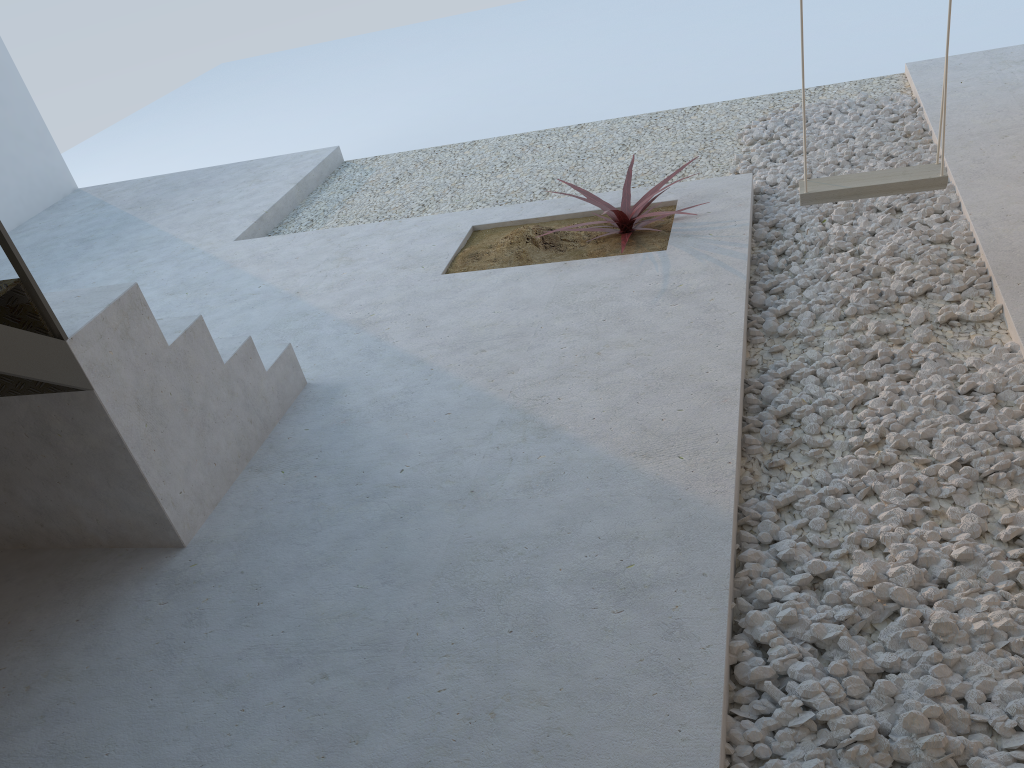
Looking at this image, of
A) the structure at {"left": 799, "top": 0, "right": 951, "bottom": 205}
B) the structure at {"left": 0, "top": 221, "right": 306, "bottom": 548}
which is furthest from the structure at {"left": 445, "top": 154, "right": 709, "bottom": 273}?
the structure at {"left": 0, "top": 221, "right": 306, "bottom": 548}

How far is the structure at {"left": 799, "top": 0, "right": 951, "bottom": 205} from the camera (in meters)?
2.98

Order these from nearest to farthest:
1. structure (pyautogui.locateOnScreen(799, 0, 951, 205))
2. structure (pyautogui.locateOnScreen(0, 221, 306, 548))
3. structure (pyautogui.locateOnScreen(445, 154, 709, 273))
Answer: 1. structure (pyautogui.locateOnScreen(0, 221, 306, 548))
2. structure (pyautogui.locateOnScreen(799, 0, 951, 205))
3. structure (pyautogui.locateOnScreen(445, 154, 709, 273))

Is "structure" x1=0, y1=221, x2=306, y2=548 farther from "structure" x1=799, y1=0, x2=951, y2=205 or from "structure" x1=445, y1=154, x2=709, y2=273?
"structure" x1=799, y1=0, x2=951, y2=205

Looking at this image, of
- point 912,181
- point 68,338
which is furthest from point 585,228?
point 68,338

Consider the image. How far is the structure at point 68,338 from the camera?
2.3m

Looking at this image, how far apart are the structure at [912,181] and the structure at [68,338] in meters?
2.0 m

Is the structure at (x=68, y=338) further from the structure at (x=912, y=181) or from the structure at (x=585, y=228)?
the structure at (x=912, y=181)

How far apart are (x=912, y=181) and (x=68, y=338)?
2.67m

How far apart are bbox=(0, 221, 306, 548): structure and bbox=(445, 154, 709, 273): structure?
1.0 meters
